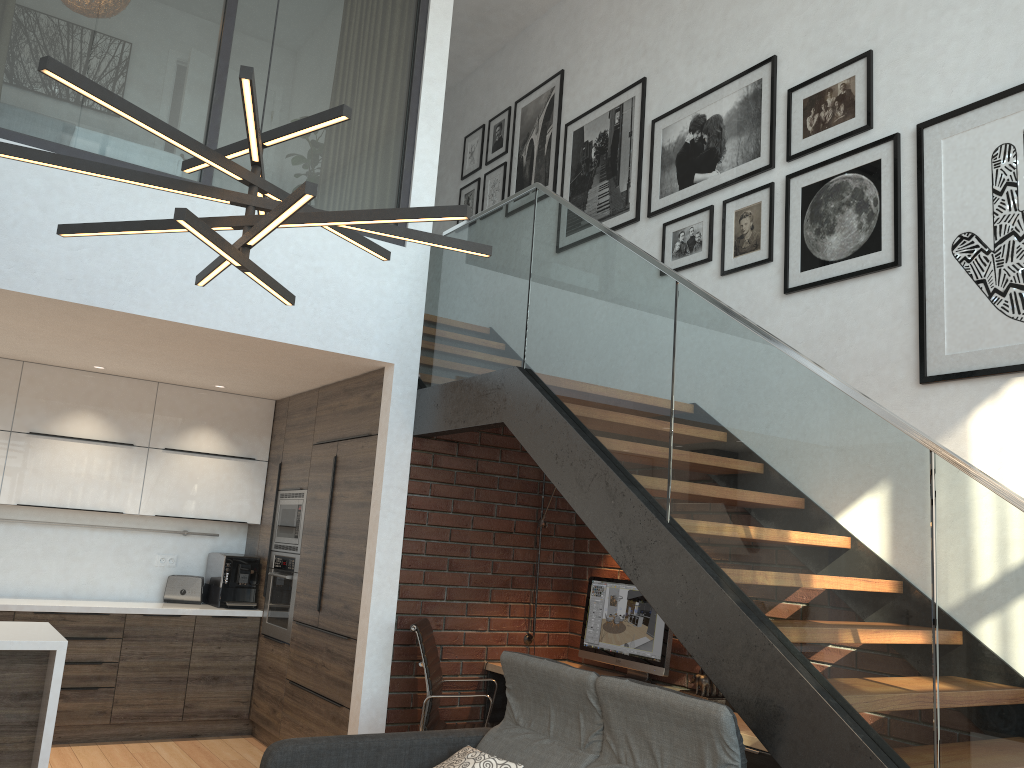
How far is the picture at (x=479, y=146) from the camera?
7.6m

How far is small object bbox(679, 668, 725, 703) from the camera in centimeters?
427cm

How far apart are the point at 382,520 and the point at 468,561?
0.6 meters

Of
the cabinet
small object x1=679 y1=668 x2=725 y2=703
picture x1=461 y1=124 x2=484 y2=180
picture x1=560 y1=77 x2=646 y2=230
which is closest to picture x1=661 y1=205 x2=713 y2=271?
picture x1=560 y1=77 x2=646 y2=230

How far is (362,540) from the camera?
5.06m

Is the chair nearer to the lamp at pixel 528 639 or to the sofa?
the lamp at pixel 528 639

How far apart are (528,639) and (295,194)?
4.12m

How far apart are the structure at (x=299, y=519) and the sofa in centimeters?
260cm

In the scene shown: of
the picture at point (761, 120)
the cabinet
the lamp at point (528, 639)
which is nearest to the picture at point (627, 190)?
the picture at point (761, 120)

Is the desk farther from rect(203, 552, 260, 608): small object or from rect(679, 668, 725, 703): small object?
rect(203, 552, 260, 608): small object
